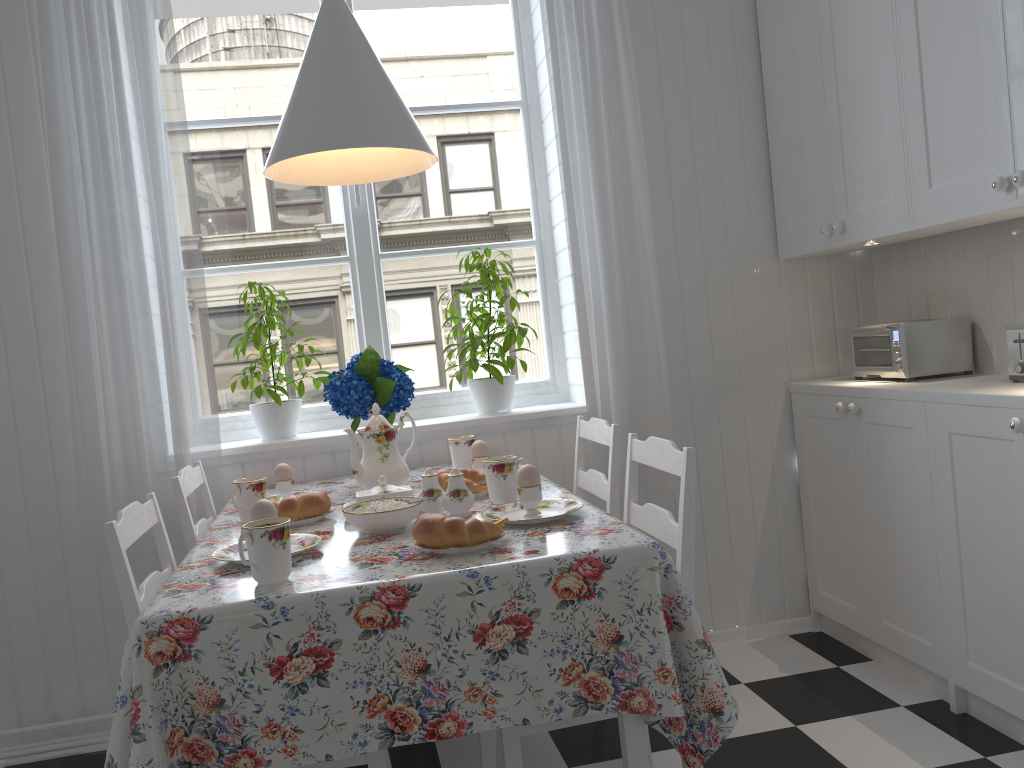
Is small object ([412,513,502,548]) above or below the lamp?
below

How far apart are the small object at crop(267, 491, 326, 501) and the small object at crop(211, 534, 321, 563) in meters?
0.6

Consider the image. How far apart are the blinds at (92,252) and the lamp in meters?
0.5 m

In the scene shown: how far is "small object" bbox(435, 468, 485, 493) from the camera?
1.98m

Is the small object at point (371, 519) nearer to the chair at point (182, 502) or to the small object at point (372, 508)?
the small object at point (372, 508)

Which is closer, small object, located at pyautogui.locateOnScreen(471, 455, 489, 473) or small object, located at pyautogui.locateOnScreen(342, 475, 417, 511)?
small object, located at pyautogui.locateOnScreen(342, 475, 417, 511)

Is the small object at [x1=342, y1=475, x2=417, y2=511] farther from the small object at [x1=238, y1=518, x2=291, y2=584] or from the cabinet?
the cabinet

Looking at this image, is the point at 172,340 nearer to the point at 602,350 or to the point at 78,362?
the point at 78,362

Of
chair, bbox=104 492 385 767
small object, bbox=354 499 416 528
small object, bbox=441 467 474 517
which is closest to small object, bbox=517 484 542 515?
small object, bbox=441 467 474 517

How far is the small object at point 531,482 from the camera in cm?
171
